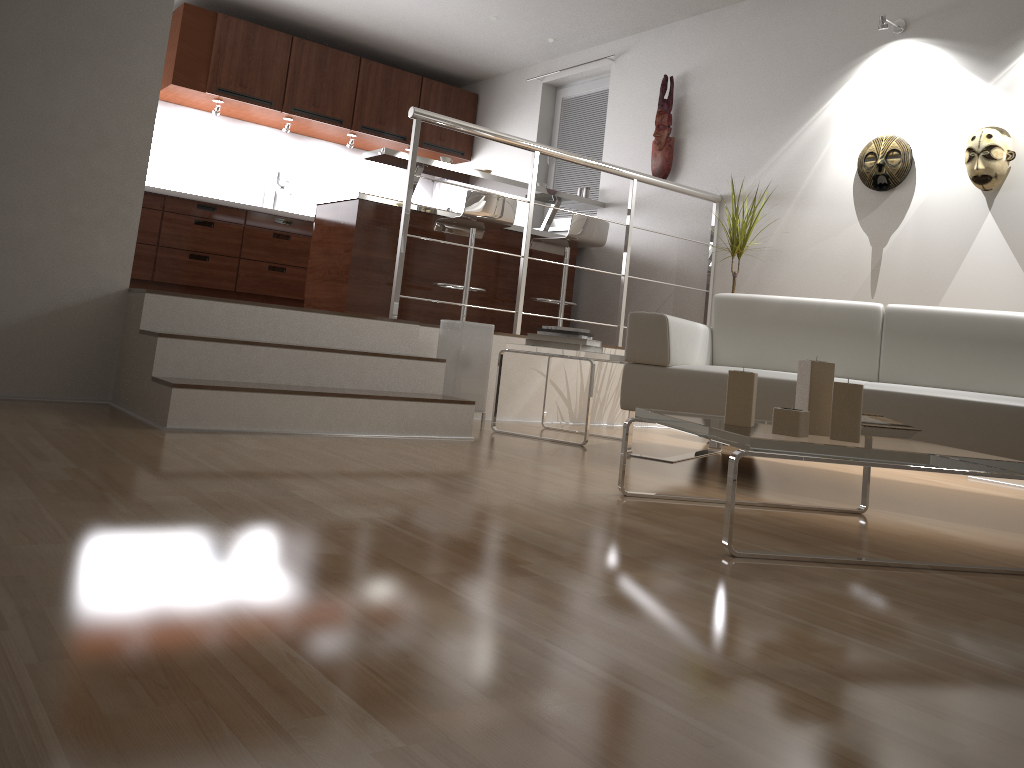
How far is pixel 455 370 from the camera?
4.1m

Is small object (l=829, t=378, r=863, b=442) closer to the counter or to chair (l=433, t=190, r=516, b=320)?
chair (l=433, t=190, r=516, b=320)

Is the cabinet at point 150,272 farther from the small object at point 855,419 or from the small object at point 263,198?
the small object at point 855,419

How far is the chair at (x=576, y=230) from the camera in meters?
5.7 m

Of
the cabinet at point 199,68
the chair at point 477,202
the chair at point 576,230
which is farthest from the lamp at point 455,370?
the cabinet at point 199,68

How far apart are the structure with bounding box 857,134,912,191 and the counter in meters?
2.1 m

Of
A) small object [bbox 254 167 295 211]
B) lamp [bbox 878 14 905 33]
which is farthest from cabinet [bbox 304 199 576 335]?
lamp [bbox 878 14 905 33]

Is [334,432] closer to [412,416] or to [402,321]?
[412,416]

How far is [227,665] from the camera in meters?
1.0

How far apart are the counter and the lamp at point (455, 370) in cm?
160
